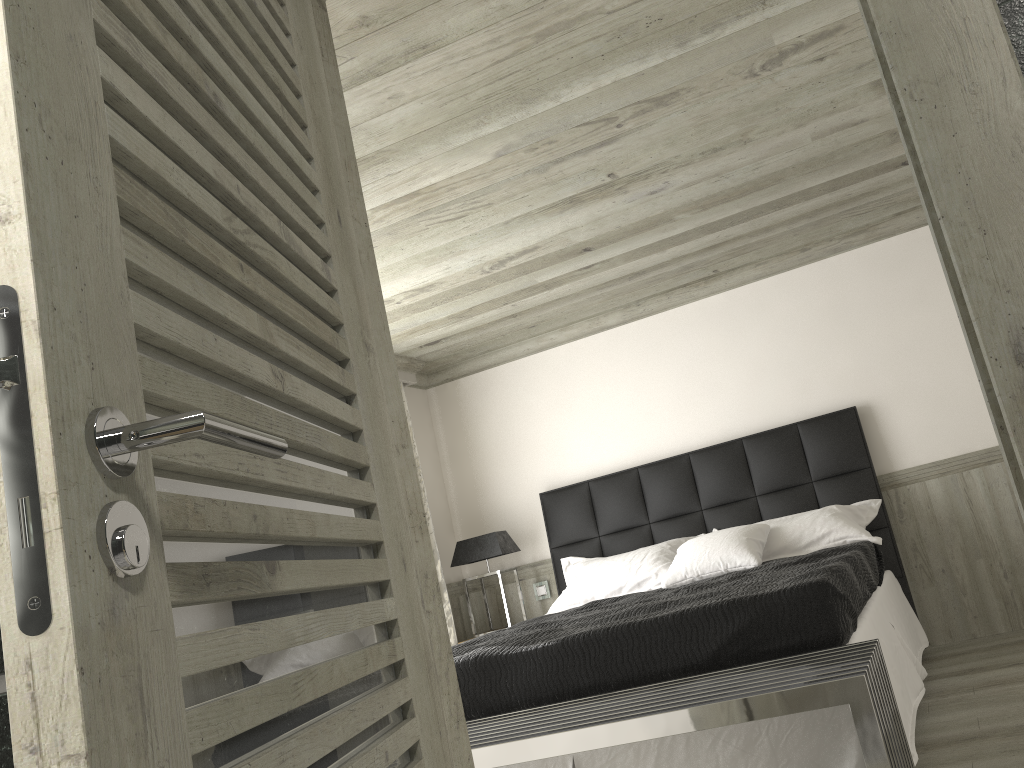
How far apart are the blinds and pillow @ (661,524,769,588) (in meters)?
1.84

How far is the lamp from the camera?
6.3 meters

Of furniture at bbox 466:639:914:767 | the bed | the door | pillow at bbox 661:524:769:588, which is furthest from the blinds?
the door

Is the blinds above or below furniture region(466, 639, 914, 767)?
above

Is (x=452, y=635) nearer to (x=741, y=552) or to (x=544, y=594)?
(x=544, y=594)

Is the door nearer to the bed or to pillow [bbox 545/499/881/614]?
the bed

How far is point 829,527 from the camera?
5.08m

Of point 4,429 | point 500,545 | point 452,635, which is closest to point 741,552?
point 500,545

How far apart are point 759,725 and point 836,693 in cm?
74

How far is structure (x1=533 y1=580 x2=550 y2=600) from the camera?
6.6m
